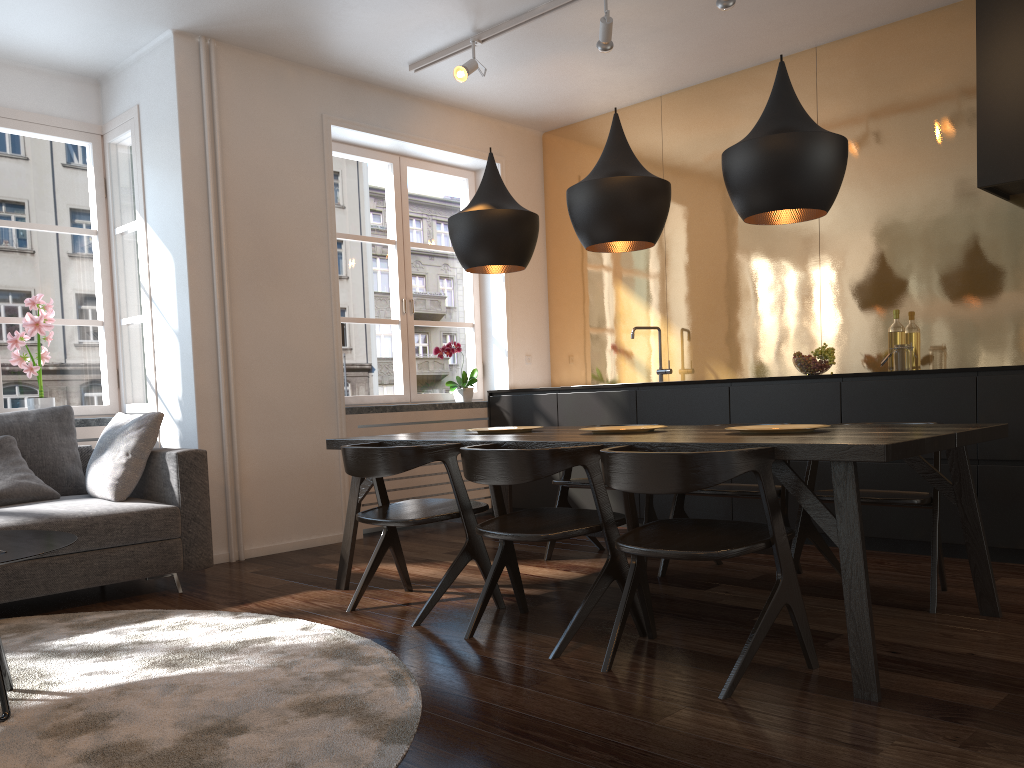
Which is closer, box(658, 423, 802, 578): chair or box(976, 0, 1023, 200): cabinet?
box(658, 423, 802, 578): chair

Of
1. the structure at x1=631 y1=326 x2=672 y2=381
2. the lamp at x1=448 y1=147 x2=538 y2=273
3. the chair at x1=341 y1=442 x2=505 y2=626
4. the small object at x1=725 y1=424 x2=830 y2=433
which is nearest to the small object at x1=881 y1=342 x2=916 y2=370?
the structure at x1=631 y1=326 x2=672 y2=381

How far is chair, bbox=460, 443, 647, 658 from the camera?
2.79m

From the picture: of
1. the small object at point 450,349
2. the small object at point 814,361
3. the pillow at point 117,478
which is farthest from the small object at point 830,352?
the pillow at point 117,478

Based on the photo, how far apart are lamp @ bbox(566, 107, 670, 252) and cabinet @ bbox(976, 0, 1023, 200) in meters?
1.8

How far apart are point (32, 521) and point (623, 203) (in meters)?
2.68

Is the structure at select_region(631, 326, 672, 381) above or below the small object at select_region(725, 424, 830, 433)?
above

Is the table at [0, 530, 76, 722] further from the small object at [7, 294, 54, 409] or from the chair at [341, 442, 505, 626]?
the small object at [7, 294, 54, 409]

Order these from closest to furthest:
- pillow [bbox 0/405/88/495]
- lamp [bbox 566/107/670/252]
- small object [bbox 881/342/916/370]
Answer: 1. lamp [bbox 566/107/670/252]
2. pillow [bbox 0/405/88/495]
3. small object [bbox 881/342/916/370]

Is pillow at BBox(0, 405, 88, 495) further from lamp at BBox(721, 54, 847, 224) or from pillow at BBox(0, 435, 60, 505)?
lamp at BBox(721, 54, 847, 224)
